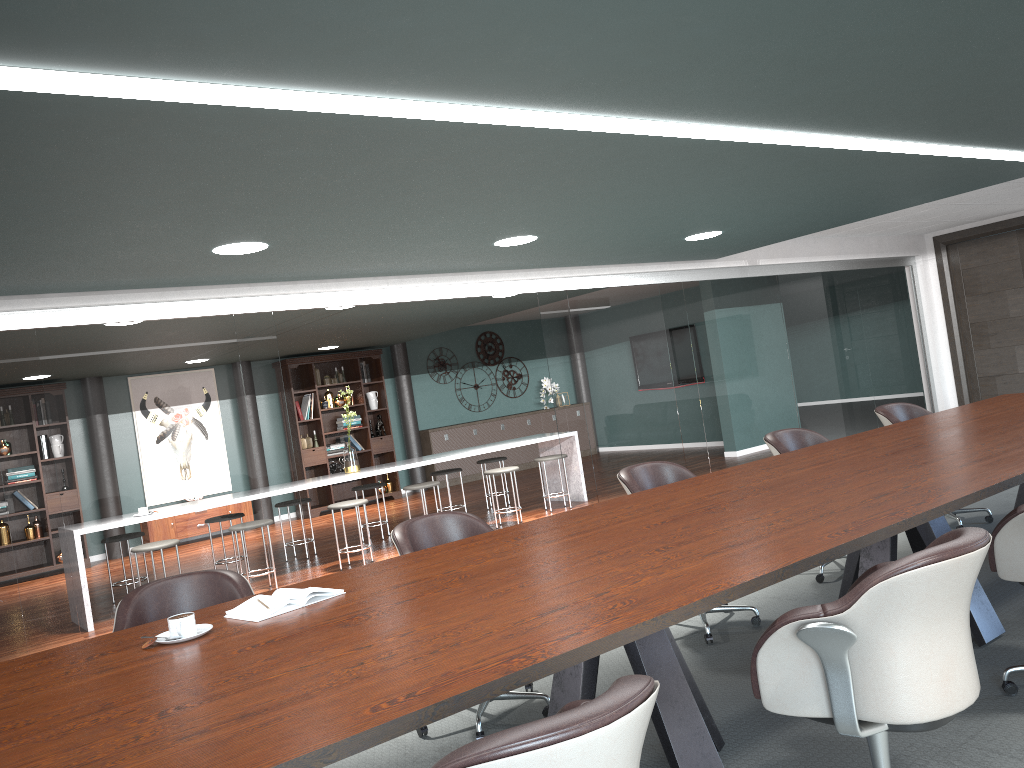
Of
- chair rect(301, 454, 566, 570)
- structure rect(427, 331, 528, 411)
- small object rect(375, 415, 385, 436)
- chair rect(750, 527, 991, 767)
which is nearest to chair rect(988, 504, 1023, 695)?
chair rect(750, 527, 991, 767)

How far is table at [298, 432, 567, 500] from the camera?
7.27m

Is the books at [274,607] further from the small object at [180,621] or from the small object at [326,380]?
the small object at [326,380]

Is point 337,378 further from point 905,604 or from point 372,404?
point 905,604

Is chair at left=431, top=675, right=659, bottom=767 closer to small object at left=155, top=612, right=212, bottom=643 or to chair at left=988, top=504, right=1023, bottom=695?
small object at left=155, top=612, right=212, bottom=643

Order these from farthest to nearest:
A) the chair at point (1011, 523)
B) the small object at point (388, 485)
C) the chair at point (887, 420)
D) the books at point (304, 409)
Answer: the small object at point (388, 485)
the books at point (304, 409)
the chair at point (887, 420)
the chair at point (1011, 523)

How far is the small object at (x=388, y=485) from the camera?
11.7 meters

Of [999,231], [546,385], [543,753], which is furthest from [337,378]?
[543,753]

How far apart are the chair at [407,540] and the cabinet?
8.6m

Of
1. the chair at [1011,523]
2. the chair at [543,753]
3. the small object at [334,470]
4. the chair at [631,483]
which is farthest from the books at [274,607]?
the small object at [334,470]
